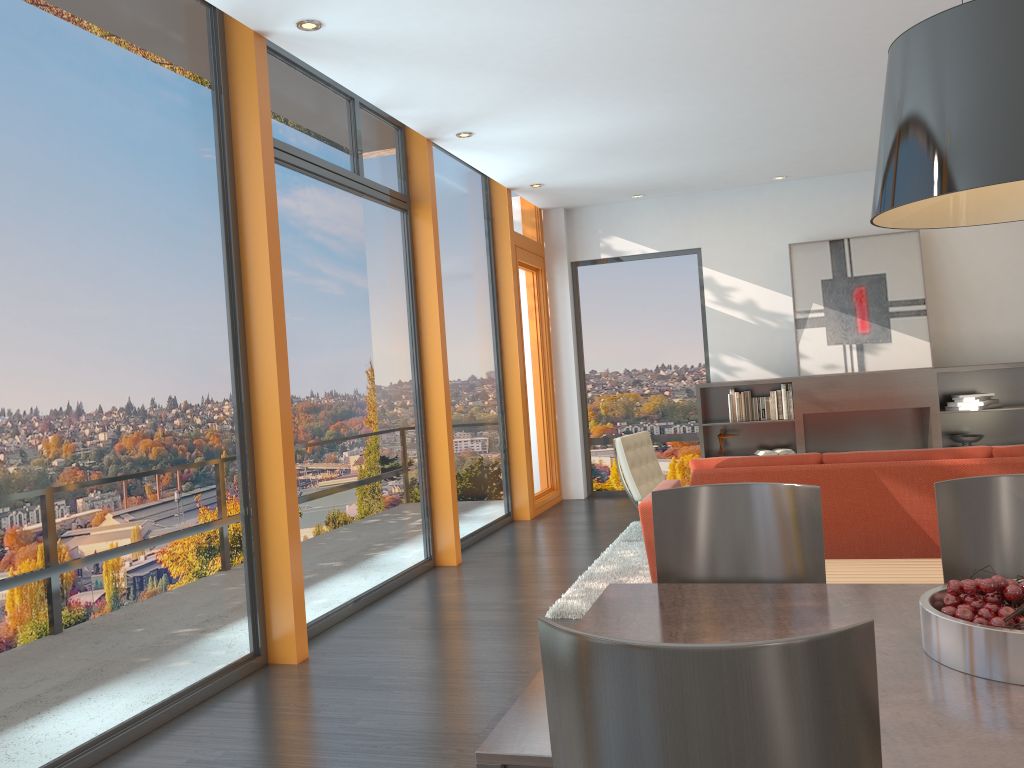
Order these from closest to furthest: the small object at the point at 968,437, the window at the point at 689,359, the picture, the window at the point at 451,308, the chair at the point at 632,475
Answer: the chair at the point at 632,475
the window at the point at 451,308
the small object at the point at 968,437
the picture
the window at the point at 689,359

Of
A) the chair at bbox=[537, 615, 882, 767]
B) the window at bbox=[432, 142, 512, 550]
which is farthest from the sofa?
the chair at bbox=[537, 615, 882, 767]

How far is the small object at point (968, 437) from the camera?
7.98m

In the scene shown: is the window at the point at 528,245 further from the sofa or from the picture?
the sofa

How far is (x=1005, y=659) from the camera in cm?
Answer: 161

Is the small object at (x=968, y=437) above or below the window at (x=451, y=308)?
below

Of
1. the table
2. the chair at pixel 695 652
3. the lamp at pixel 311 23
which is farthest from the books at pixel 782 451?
the chair at pixel 695 652

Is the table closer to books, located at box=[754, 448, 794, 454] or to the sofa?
the sofa

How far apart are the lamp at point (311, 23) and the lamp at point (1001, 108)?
3.3 meters

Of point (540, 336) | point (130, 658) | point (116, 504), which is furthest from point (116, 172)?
point (540, 336)
